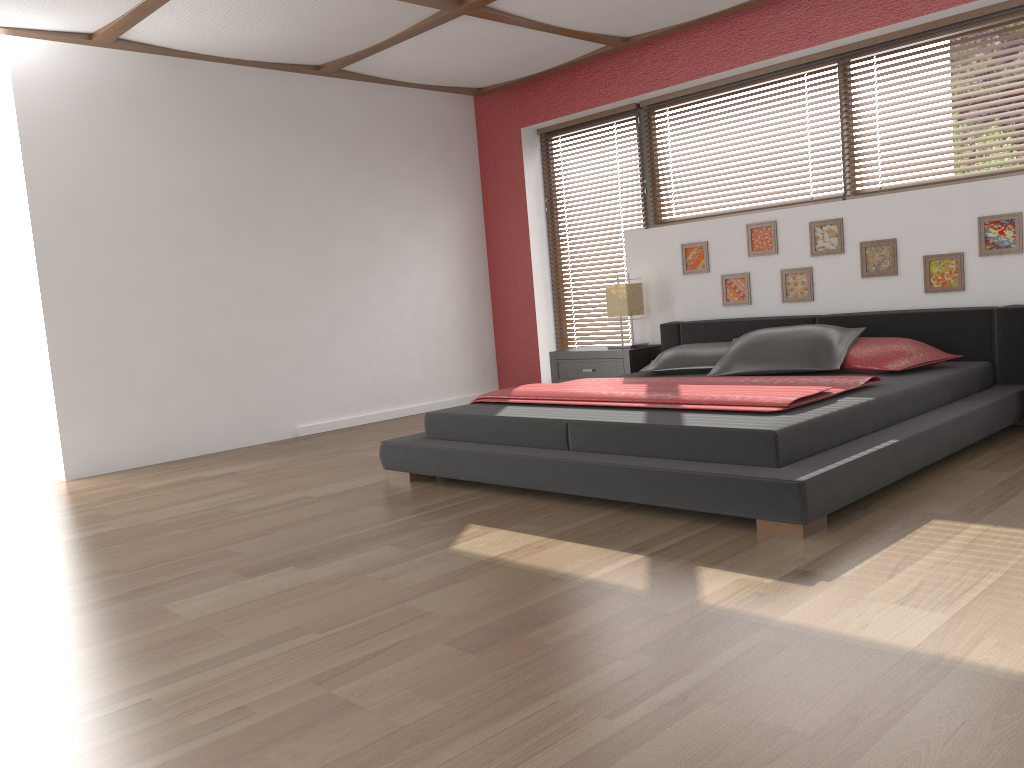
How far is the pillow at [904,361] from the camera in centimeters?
412cm

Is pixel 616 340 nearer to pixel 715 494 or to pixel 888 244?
pixel 888 244

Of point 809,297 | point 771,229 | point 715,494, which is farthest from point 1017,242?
point 715,494

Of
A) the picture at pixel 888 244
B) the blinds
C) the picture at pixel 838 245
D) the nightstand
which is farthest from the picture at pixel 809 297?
the blinds

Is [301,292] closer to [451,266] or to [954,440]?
[451,266]

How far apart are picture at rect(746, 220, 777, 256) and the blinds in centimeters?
146cm

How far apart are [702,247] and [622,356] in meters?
0.9 m

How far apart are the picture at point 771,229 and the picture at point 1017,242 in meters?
1.1 m

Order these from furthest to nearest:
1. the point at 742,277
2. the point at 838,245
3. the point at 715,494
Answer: the point at 742,277
the point at 838,245
the point at 715,494

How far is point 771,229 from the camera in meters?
5.3
